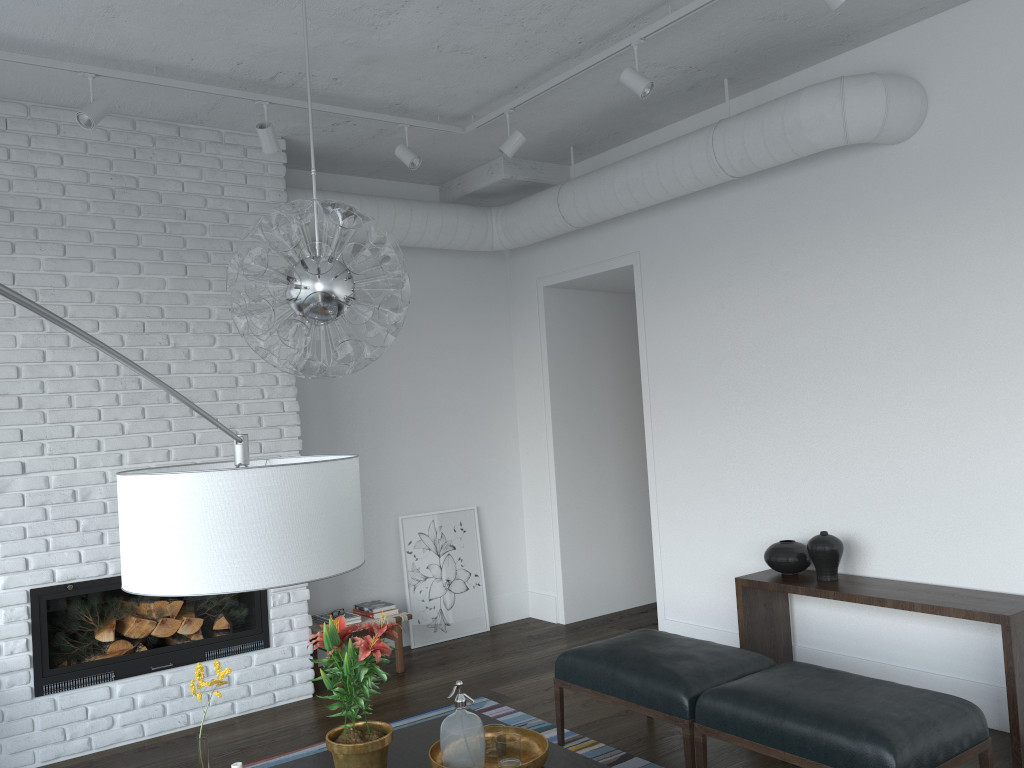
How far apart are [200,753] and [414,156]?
3.24m

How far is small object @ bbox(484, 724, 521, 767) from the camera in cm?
279

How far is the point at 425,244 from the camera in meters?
5.9 m

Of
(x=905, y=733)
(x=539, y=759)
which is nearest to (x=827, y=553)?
(x=905, y=733)

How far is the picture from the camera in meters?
6.1

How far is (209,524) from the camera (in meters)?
1.44

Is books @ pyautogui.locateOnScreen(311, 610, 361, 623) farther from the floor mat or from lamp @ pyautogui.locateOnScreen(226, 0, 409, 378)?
lamp @ pyautogui.locateOnScreen(226, 0, 409, 378)

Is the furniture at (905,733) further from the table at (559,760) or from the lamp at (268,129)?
the lamp at (268,129)

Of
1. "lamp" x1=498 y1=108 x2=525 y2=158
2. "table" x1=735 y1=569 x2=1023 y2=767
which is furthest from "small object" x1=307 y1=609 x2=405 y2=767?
"lamp" x1=498 y1=108 x2=525 y2=158

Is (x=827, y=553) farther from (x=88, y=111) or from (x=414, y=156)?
(x=88, y=111)
